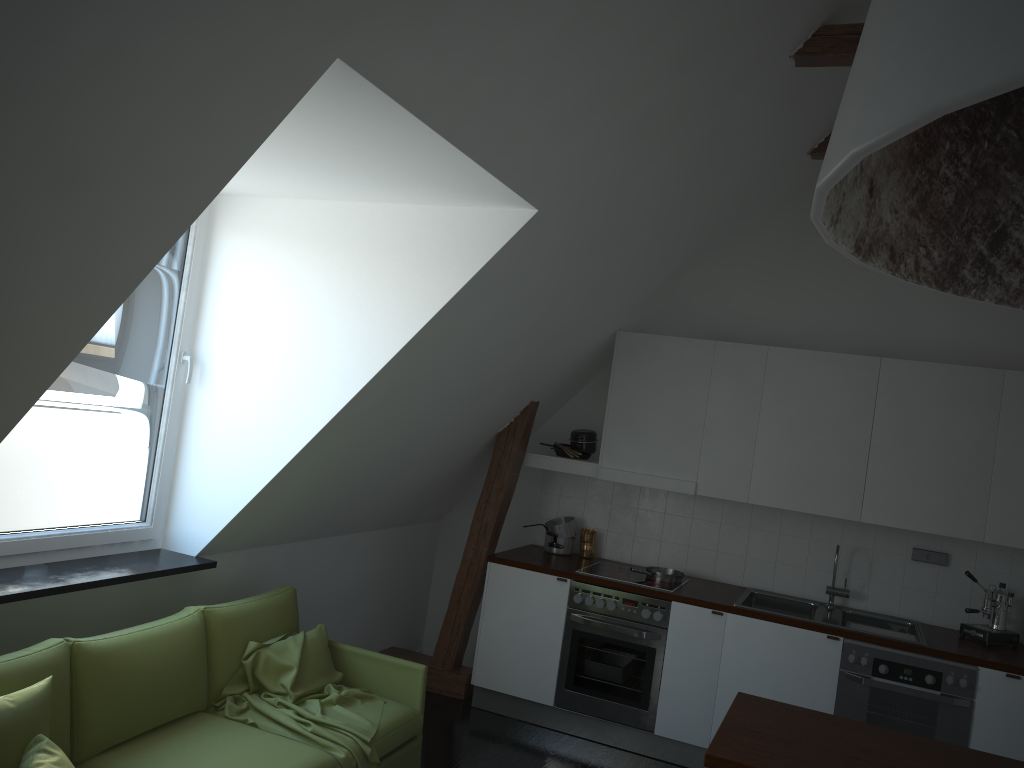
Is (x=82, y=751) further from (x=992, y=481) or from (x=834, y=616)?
(x=992, y=481)

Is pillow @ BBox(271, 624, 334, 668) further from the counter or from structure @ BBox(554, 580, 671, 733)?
structure @ BBox(554, 580, 671, 733)

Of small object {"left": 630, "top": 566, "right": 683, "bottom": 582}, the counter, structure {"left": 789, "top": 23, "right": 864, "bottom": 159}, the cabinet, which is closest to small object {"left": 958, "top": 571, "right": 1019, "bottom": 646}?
the counter

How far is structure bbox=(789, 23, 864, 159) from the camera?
3.8m

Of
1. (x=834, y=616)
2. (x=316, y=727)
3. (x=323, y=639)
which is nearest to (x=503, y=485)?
(x=323, y=639)

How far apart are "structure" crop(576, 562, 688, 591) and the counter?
0.1 meters

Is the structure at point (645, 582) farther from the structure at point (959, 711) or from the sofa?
the sofa

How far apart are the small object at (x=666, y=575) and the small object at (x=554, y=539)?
0.6m

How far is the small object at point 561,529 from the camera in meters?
5.7

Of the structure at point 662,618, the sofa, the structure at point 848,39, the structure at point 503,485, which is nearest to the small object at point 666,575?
the structure at point 662,618
